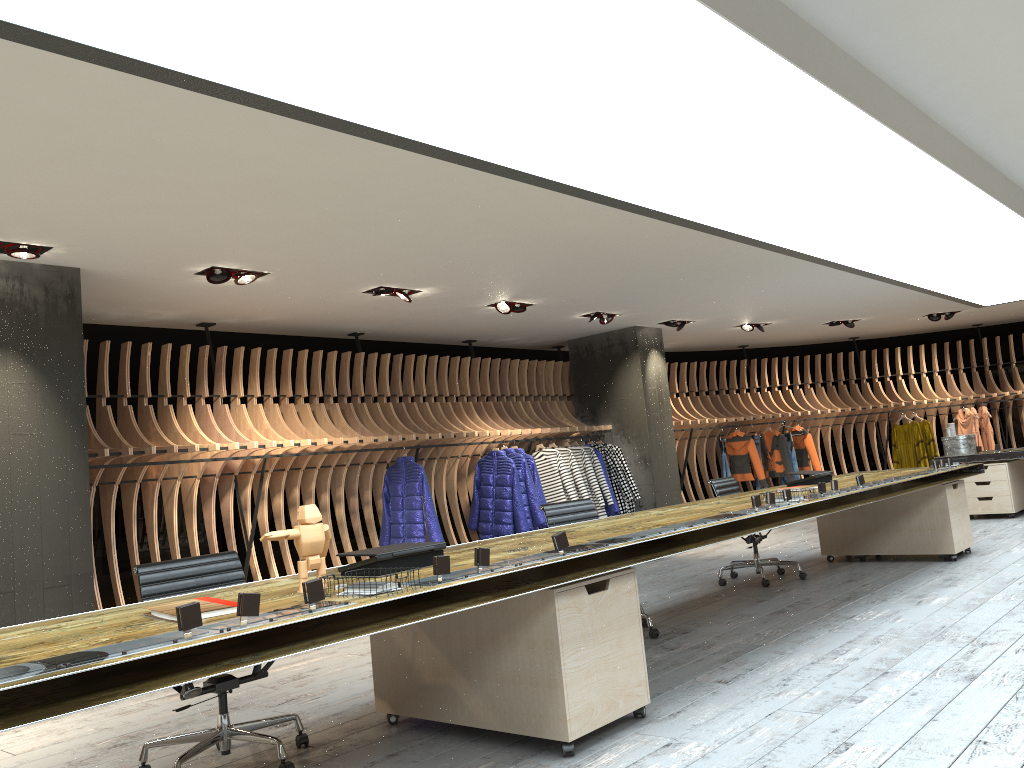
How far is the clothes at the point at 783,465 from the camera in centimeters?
1345cm

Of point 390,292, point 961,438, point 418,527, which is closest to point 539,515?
point 418,527

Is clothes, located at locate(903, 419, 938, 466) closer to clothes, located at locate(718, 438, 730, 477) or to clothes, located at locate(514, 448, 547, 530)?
clothes, located at locate(718, 438, 730, 477)

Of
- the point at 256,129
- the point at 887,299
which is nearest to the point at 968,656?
the point at 256,129

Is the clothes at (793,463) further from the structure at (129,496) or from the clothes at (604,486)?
the clothes at (604,486)

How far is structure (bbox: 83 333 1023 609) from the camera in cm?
753

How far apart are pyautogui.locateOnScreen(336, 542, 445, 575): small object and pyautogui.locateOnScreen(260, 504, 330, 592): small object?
0.2m

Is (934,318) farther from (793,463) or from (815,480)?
(815,480)

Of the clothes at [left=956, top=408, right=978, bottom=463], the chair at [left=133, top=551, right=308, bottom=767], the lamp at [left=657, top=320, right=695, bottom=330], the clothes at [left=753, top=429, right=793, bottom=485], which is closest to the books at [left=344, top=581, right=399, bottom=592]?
the chair at [left=133, top=551, right=308, bottom=767]

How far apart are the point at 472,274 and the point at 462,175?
2.5 meters
